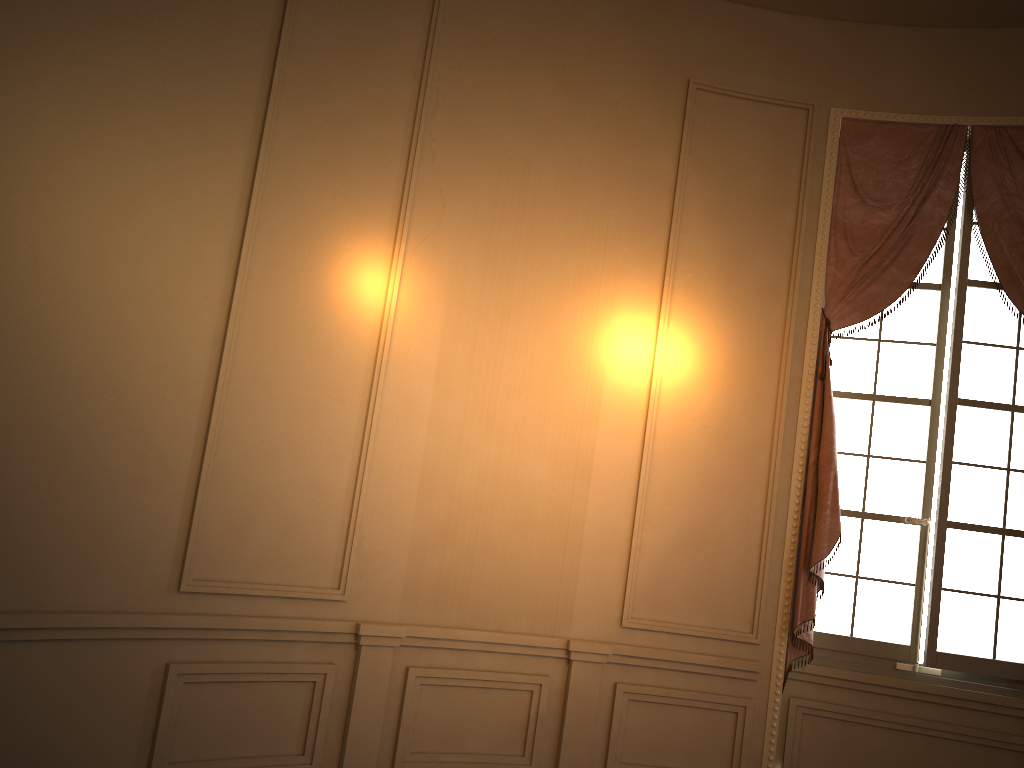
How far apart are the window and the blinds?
0.08m

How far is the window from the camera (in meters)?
4.35

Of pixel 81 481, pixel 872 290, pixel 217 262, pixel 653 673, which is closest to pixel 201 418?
pixel 81 481

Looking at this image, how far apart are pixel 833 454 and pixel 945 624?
1.0 meters

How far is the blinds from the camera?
4.32m

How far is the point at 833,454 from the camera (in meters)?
4.32

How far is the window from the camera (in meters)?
4.35

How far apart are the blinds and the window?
0.1 meters

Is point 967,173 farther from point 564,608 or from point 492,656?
point 492,656
